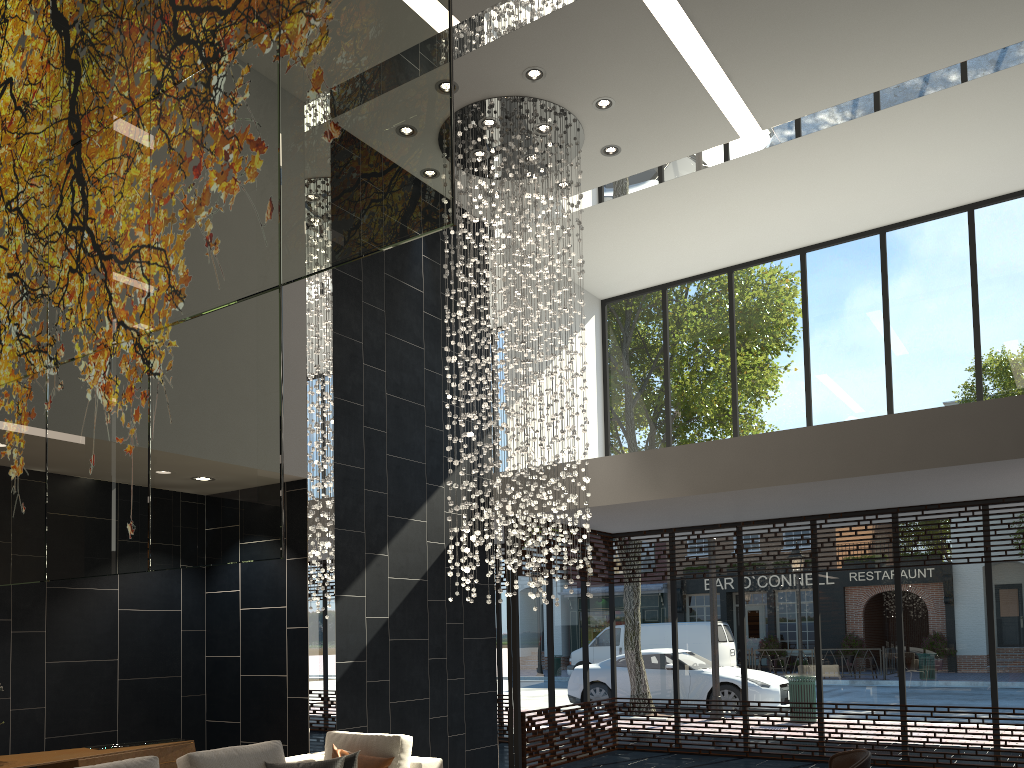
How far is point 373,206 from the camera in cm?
176

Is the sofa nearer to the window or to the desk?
the desk

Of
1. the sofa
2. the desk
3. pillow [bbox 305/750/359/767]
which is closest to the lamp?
the sofa

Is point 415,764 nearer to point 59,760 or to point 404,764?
point 404,764

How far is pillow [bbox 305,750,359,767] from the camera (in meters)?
5.06

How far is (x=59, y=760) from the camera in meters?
5.3

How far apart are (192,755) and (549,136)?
5.6 meters

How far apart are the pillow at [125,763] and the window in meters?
4.9

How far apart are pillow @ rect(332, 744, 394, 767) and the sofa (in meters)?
0.20

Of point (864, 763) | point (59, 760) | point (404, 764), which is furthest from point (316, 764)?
point (864, 763)
